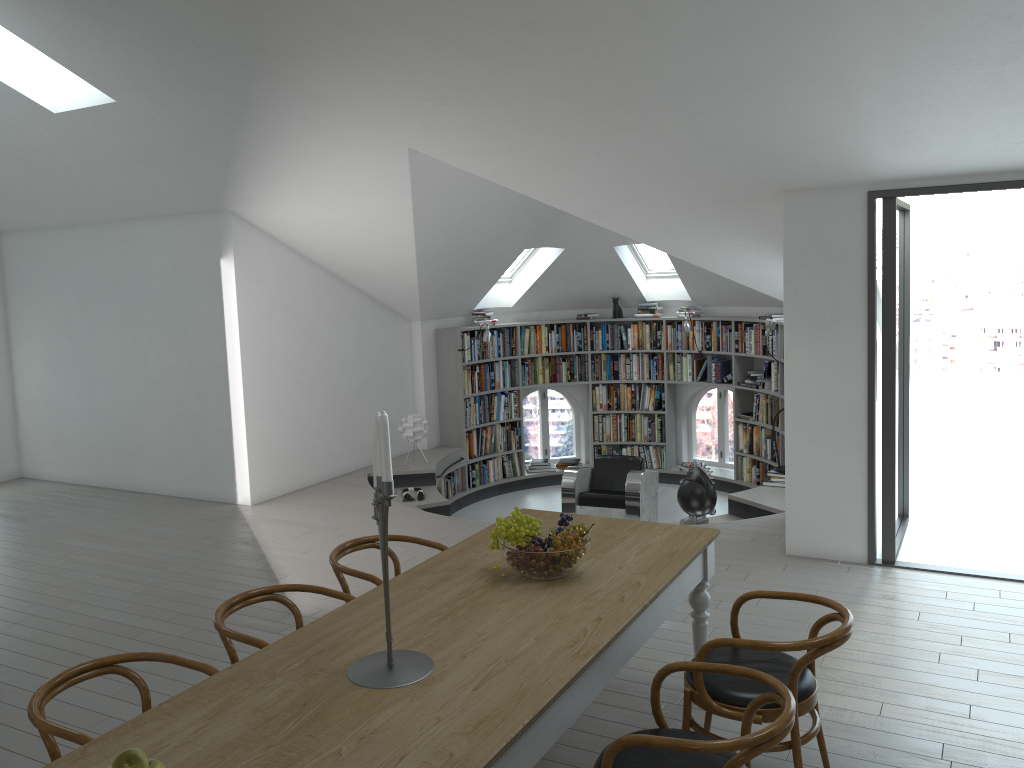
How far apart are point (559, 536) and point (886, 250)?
→ 3.37m

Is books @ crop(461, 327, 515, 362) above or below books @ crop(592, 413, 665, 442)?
above

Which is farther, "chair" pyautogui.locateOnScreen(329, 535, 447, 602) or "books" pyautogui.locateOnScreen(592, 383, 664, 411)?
"books" pyautogui.locateOnScreen(592, 383, 664, 411)

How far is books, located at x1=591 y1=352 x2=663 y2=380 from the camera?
10.9 meters

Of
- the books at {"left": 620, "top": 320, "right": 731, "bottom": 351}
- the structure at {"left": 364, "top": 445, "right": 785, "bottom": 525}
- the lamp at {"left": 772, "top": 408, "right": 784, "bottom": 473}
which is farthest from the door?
the books at {"left": 620, "top": 320, "right": 731, "bottom": 351}

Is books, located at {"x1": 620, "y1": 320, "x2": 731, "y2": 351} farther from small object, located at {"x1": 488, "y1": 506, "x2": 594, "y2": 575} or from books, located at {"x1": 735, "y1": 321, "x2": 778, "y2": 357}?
small object, located at {"x1": 488, "y1": 506, "x2": 594, "y2": 575}

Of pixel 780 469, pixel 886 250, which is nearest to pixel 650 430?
pixel 780 469

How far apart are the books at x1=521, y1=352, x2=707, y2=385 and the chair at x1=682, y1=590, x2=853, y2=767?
7.19m

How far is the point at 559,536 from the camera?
3.4m

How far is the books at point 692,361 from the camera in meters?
10.7 m
